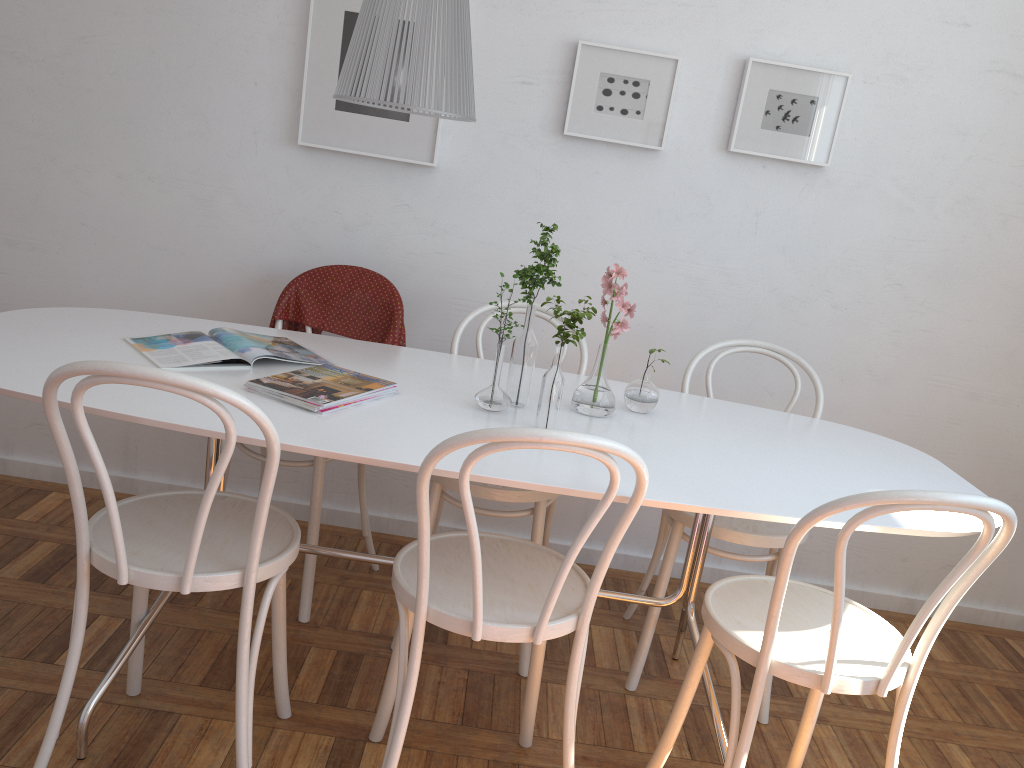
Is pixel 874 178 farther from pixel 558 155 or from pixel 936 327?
pixel 558 155

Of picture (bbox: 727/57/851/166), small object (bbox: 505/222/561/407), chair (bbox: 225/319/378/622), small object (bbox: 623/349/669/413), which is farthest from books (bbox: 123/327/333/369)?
picture (bbox: 727/57/851/166)

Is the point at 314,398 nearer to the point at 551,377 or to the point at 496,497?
the point at 551,377

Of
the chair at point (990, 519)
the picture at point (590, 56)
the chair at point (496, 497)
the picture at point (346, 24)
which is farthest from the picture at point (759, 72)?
the chair at point (990, 519)

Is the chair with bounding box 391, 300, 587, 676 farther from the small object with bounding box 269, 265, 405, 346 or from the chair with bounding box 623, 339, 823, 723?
the chair with bounding box 623, 339, 823, 723

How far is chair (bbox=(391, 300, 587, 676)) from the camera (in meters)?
2.22

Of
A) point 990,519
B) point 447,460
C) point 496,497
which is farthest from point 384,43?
point 990,519

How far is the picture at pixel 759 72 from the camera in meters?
2.7 m

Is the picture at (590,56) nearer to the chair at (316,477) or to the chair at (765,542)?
the chair at (765,542)

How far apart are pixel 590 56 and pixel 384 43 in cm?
115
